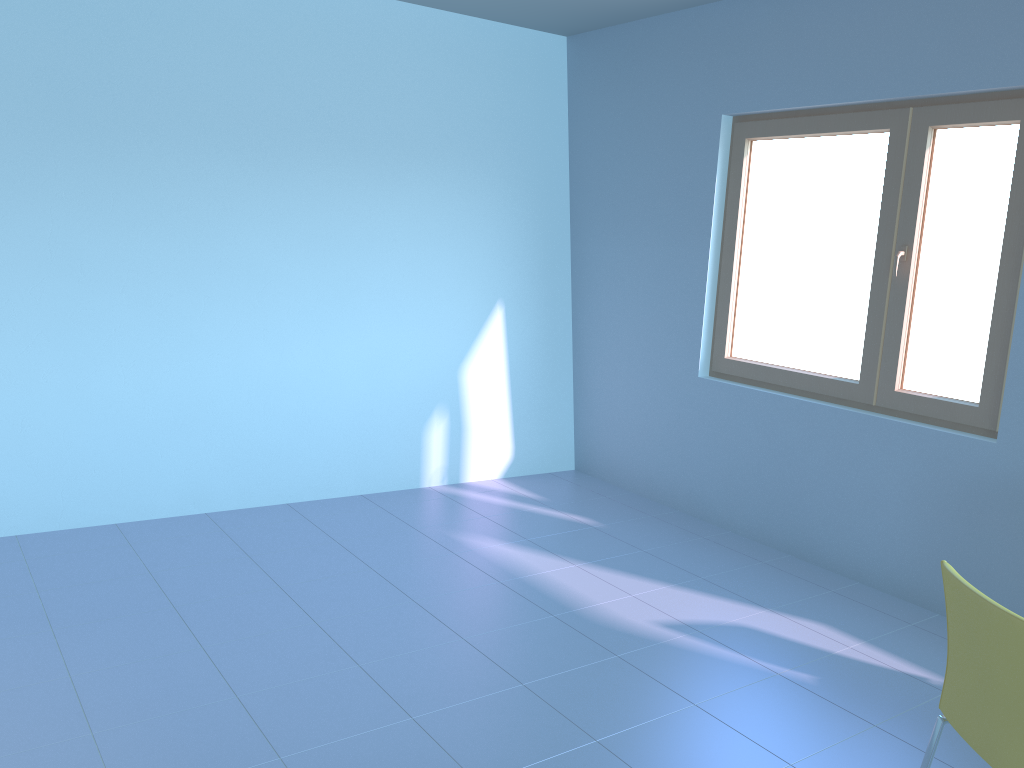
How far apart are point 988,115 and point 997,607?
2.2 meters

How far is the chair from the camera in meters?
1.8

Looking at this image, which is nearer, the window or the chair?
the chair

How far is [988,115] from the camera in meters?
3.3 m

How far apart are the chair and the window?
1.6m

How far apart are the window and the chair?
1.6 meters

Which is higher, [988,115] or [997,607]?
[988,115]

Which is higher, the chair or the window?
the window

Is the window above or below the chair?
above

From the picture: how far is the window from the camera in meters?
3.3 m
